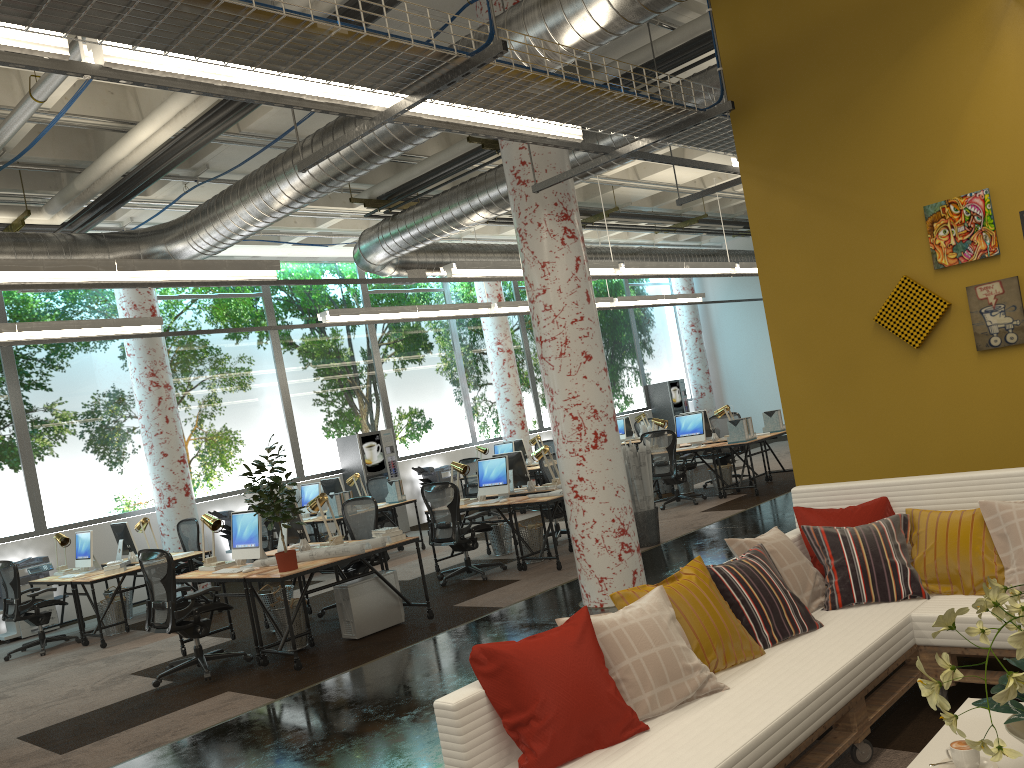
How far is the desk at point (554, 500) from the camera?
9.0 meters

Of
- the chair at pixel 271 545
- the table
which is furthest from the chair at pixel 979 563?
the chair at pixel 271 545

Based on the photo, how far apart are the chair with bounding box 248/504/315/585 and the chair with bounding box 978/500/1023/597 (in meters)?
9.40

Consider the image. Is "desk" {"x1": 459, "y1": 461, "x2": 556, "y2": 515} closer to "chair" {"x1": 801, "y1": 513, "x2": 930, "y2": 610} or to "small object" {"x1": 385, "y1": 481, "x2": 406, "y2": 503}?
"small object" {"x1": 385, "y1": 481, "x2": 406, "y2": 503}

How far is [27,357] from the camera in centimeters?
1187cm

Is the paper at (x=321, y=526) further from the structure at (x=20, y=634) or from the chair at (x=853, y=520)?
the chair at (x=853, y=520)

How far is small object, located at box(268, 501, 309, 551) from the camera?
8.1 meters

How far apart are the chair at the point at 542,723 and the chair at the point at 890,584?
1.49m

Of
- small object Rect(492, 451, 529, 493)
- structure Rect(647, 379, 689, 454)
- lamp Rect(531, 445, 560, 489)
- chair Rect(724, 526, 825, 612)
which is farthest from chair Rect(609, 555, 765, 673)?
structure Rect(647, 379, 689, 454)

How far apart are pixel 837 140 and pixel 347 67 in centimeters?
296cm
